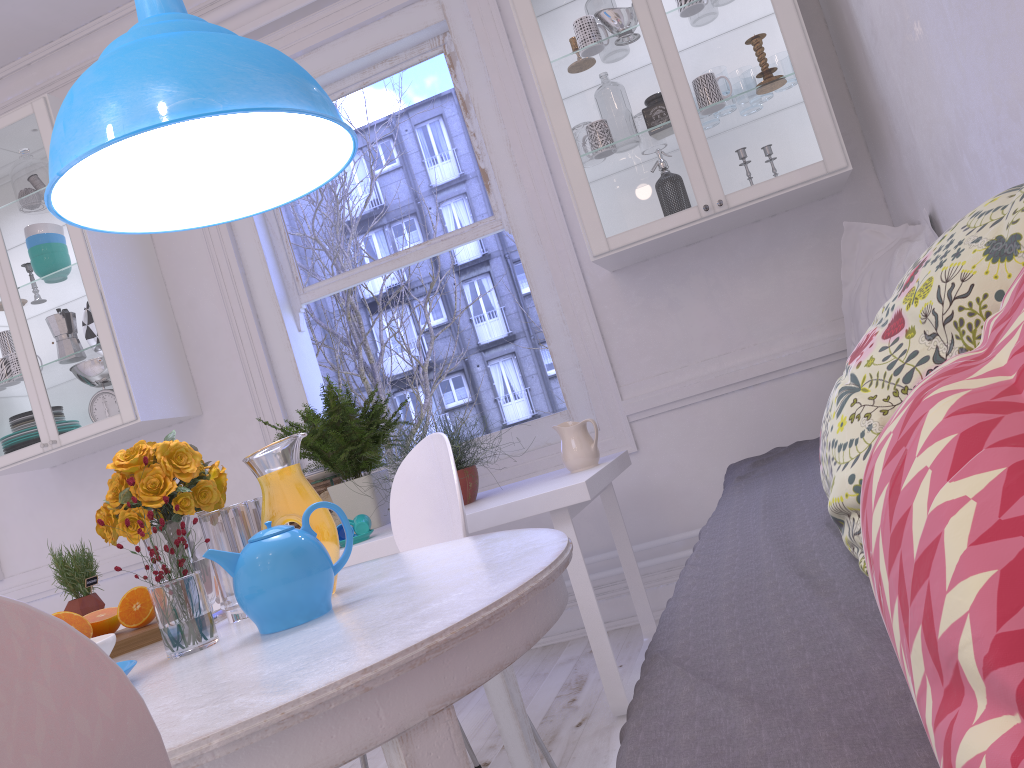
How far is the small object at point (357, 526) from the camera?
2.5m

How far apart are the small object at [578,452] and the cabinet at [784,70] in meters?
0.5 m

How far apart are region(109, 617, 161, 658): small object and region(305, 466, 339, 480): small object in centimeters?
140cm

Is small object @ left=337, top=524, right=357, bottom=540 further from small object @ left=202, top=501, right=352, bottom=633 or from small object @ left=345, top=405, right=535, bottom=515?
small object @ left=202, top=501, right=352, bottom=633

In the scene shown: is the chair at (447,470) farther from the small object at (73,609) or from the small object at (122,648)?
the small object at (73,609)

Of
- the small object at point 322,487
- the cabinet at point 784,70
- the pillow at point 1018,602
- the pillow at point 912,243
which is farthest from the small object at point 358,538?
the pillow at point 1018,602

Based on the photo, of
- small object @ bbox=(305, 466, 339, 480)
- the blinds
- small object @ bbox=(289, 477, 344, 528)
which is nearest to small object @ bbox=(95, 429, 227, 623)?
small object @ bbox=(305, 466, 339, 480)

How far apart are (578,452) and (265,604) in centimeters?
152cm

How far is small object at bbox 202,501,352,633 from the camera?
1.19m

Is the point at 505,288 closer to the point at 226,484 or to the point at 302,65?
the point at 302,65
